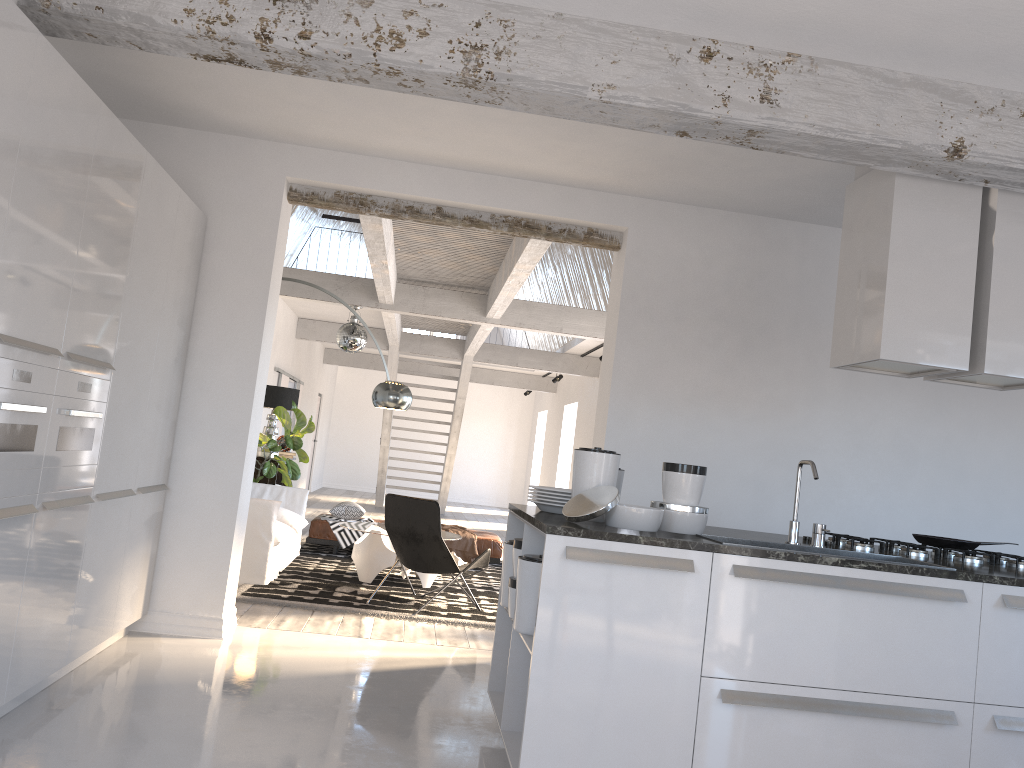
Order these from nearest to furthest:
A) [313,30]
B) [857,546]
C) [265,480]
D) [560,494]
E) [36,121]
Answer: [36,121], [313,30], [560,494], [857,546], [265,480]

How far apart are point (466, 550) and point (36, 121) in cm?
684

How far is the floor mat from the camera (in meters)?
6.33

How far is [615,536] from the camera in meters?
3.0

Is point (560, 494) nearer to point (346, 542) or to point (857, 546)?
point (857, 546)

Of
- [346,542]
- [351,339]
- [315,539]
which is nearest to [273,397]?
[351,339]

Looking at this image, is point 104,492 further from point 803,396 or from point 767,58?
point 803,396

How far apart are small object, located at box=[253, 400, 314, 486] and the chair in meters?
3.0 m

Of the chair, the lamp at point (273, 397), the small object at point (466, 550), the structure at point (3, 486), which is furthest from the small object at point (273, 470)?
the structure at point (3, 486)

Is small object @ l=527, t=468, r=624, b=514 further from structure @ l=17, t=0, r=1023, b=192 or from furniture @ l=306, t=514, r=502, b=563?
furniture @ l=306, t=514, r=502, b=563
